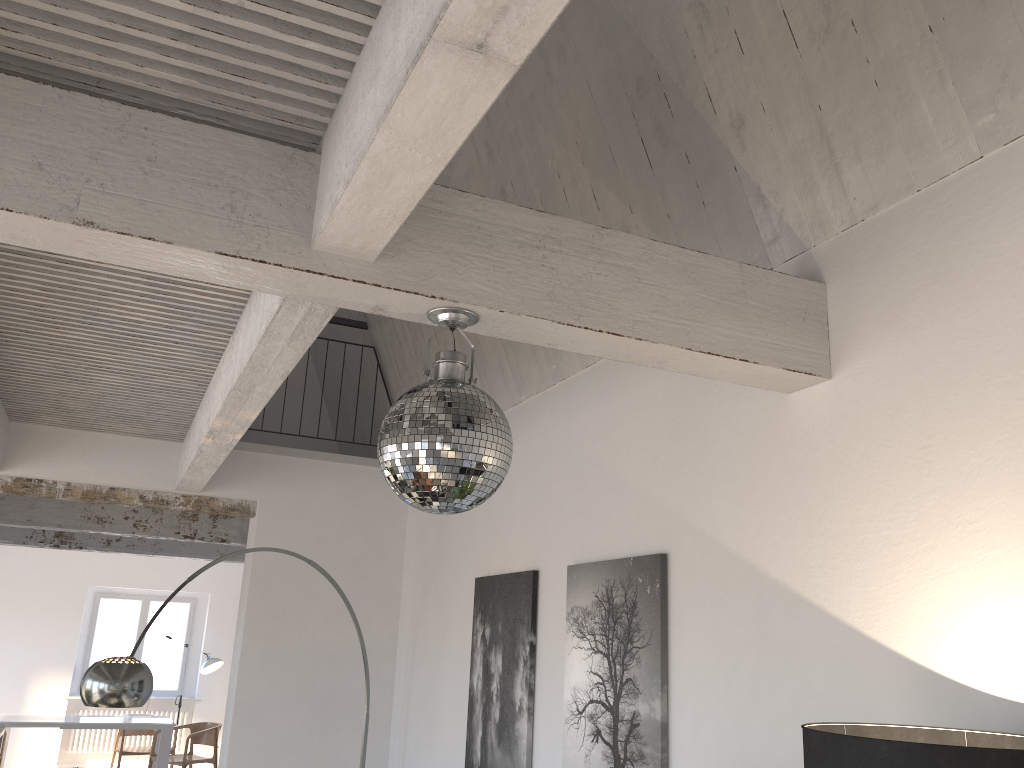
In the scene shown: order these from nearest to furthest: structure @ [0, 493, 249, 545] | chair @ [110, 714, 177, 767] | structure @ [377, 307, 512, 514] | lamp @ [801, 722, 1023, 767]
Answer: lamp @ [801, 722, 1023, 767], structure @ [377, 307, 512, 514], structure @ [0, 493, 249, 545], chair @ [110, 714, 177, 767]

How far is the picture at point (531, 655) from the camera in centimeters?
420cm

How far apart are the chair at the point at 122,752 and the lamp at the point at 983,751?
10.6m

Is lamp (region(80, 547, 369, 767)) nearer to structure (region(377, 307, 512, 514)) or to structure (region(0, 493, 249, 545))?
structure (region(377, 307, 512, 514))

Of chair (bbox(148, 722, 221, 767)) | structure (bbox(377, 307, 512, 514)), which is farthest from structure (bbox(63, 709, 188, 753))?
structure (bbox(377, 307, 512, 514))

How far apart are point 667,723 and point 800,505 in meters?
1.0

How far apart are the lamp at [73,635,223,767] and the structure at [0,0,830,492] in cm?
674

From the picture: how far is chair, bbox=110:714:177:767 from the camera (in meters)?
10.43

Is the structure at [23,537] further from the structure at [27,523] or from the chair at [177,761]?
Answer: the structure at [27,523]

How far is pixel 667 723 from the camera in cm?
319
